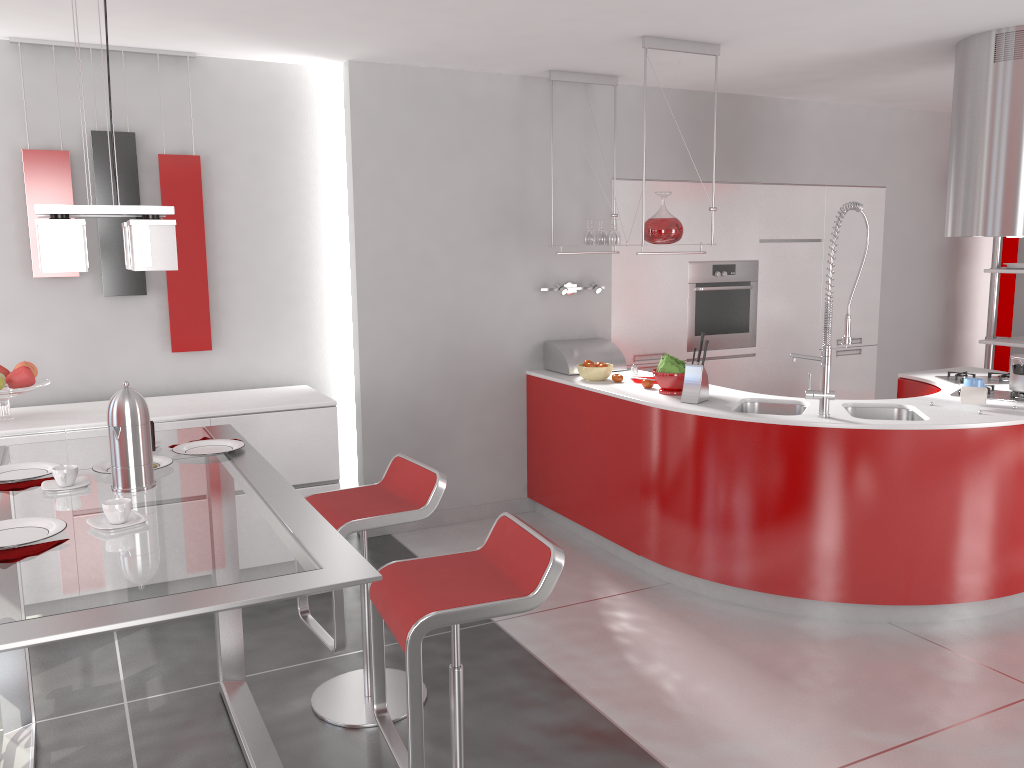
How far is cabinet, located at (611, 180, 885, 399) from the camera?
5.7 meters

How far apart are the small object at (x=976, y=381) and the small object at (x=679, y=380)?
1.3 meters

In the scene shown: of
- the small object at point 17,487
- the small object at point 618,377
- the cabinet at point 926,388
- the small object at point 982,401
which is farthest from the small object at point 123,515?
the cabinet at point 926,388

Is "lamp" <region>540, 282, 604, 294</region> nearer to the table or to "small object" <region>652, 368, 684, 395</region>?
"small object" <region>652, 368, 684, 395</region>

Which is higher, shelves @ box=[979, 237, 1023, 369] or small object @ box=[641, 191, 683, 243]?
small object @ box=[641, 191, 683, 243]

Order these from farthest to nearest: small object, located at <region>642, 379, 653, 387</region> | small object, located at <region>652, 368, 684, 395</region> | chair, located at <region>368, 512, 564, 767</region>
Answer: small object, located at <region>642, 379, 653, 387</region>, small object, located at <region>652, 368, 684, 395</region>, chair, located at <region>368, 512, 564, 767</region>

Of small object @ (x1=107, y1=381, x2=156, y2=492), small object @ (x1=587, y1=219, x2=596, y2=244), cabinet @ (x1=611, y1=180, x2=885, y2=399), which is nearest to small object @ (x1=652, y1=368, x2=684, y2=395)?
small object @ (x1=587, y1=219, x2=596, y2=244)

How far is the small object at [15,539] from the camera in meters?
1.9 m

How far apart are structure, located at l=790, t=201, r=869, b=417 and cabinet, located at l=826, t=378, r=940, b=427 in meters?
1.3 m

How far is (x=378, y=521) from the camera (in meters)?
2.95
